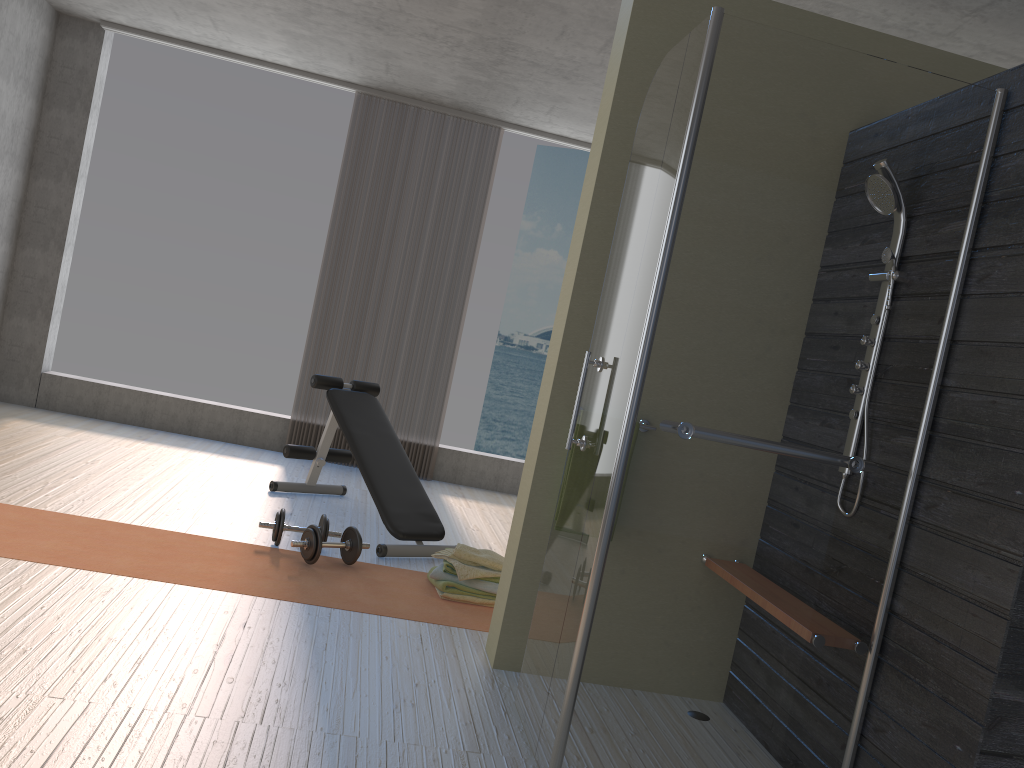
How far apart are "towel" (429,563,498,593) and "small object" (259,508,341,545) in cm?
60

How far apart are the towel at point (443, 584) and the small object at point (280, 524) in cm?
60

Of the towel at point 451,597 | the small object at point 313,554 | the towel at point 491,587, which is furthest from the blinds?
the towel at point 451,597

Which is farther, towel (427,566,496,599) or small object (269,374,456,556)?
small object (269,374,456,556)

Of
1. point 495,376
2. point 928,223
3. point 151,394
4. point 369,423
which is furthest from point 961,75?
point 495,376

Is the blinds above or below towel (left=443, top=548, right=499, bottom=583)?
above

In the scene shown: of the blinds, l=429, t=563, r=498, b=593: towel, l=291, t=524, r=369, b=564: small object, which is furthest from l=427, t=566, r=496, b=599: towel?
the blinds

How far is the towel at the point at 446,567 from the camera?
3.9m

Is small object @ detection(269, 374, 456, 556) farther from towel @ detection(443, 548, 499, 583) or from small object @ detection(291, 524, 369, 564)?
towel @ detection(443, 548, 499, 583)

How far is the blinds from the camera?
6.6 meters
